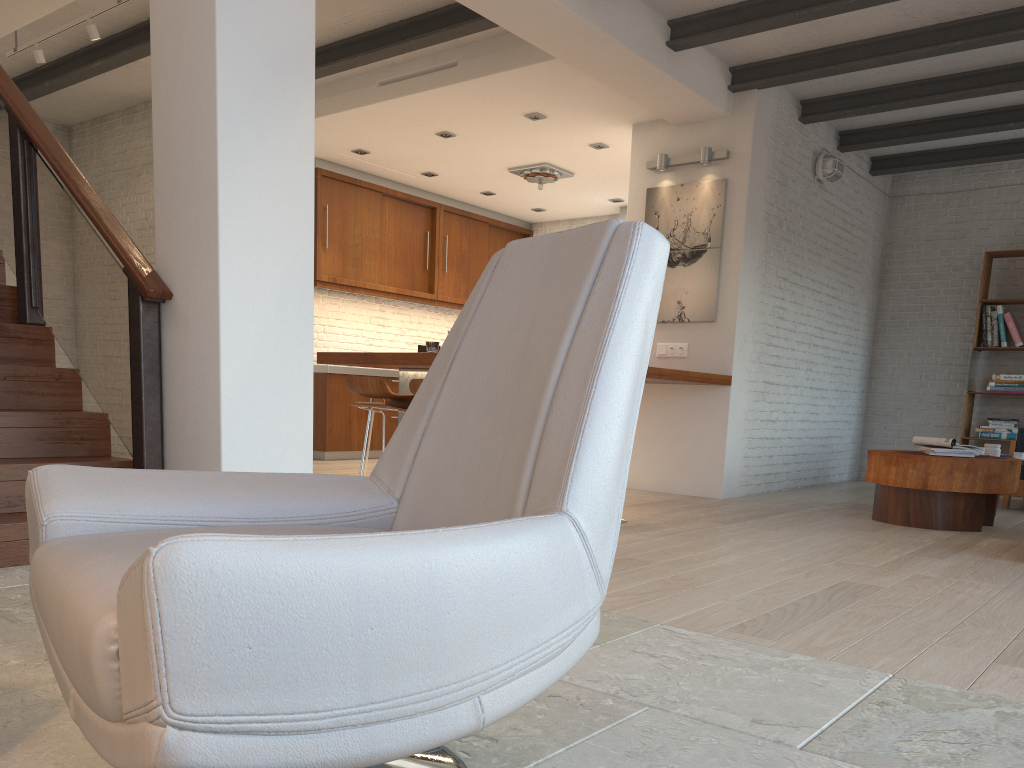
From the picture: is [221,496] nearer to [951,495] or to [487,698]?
[487,698]

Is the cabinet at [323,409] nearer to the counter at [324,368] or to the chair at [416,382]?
the counter at [324,368]

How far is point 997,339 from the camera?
8.2 meters

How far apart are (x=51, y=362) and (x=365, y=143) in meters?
4.5 m

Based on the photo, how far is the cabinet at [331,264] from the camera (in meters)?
8.77

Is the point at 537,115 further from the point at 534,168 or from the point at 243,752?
the point at 243,752

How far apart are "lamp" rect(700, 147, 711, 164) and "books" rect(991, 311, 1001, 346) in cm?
356

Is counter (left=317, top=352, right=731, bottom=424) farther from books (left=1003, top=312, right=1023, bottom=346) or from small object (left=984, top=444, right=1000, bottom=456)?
books (left=1003, top=312, right=1023, bottom=346)

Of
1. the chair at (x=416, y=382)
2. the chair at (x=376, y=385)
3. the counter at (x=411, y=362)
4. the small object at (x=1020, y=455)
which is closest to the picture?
the counter at (x=411, y=362)

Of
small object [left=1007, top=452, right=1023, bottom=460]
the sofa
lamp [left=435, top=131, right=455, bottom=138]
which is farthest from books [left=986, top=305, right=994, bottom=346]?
lamp [left=435, top=131, right=455, bottom=138]
